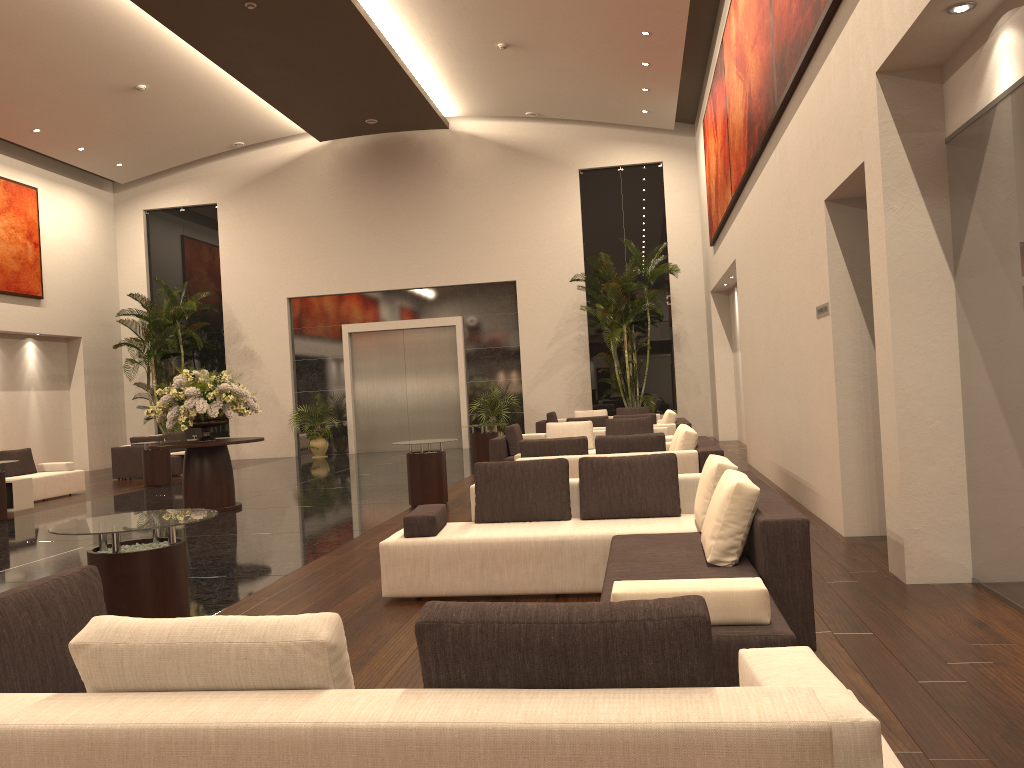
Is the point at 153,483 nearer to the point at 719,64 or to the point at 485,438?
the point at 485,438

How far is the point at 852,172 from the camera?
6.38m

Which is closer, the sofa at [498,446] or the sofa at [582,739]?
the sofa at [582,739]

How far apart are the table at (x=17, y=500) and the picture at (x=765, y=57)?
11.41m

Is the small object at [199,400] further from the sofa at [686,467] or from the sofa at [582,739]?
the sofa at [582,739]

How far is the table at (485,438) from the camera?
15.1 meters

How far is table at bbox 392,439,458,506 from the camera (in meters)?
10.83

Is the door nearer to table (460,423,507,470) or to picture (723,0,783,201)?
table (460,423,507,470)

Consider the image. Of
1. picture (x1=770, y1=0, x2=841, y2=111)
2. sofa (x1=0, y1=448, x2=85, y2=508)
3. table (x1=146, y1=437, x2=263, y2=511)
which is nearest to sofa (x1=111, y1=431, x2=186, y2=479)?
sofa (x1=0, y1=448, x2=85, y2=508)

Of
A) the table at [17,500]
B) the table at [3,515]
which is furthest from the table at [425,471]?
the table at [17,500]
